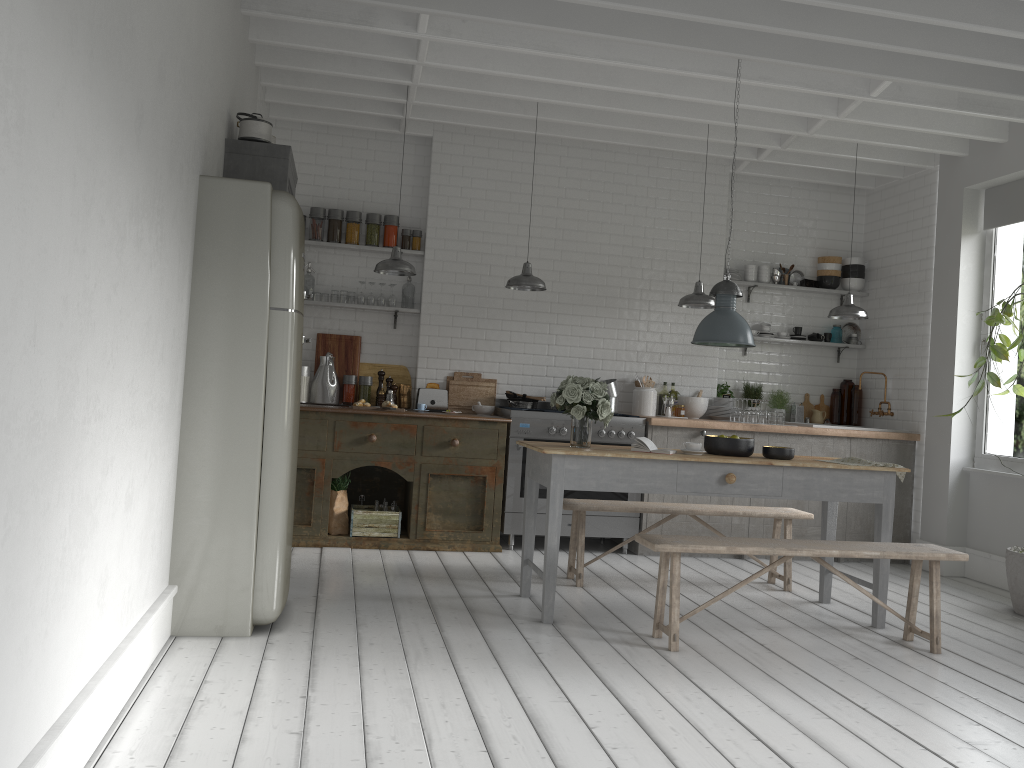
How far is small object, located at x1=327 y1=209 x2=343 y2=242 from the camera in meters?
8.9 m

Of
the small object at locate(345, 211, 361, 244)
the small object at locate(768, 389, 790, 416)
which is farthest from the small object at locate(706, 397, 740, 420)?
the small object at locate(345, 211, 361, 244)

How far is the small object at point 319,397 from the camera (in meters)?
8.70

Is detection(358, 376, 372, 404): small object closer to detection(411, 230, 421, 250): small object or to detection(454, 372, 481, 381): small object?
detection(454, 372, 481, 381): small object

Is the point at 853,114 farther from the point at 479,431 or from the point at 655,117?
the point at 479,431

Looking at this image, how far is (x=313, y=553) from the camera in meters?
7.6

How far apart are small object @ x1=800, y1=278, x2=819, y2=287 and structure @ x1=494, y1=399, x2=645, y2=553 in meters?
2.8 m

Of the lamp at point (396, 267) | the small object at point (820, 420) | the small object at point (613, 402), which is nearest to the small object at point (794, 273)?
the small object at point (820, 420)

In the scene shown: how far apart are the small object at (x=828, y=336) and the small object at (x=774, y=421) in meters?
1.6 m

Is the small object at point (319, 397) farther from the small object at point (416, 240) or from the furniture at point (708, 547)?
the furniture at point (708, 547)
